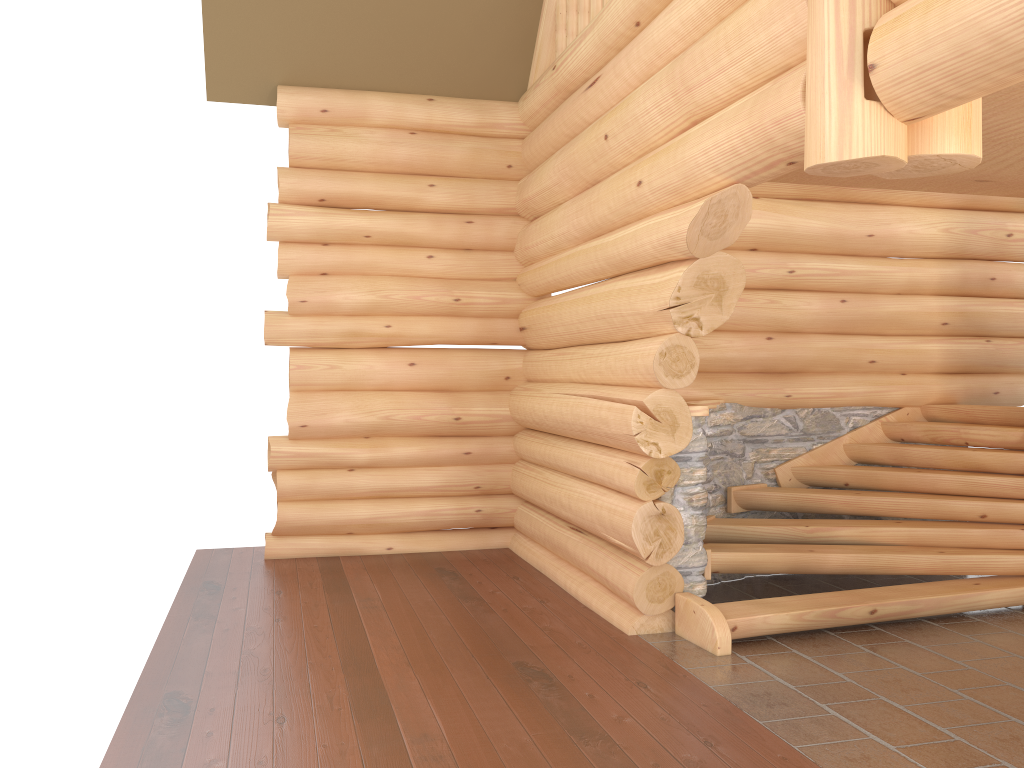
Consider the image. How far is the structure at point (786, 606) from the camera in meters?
5.8 m

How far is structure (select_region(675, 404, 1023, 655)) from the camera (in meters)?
5.81

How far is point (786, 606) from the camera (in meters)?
5.81
